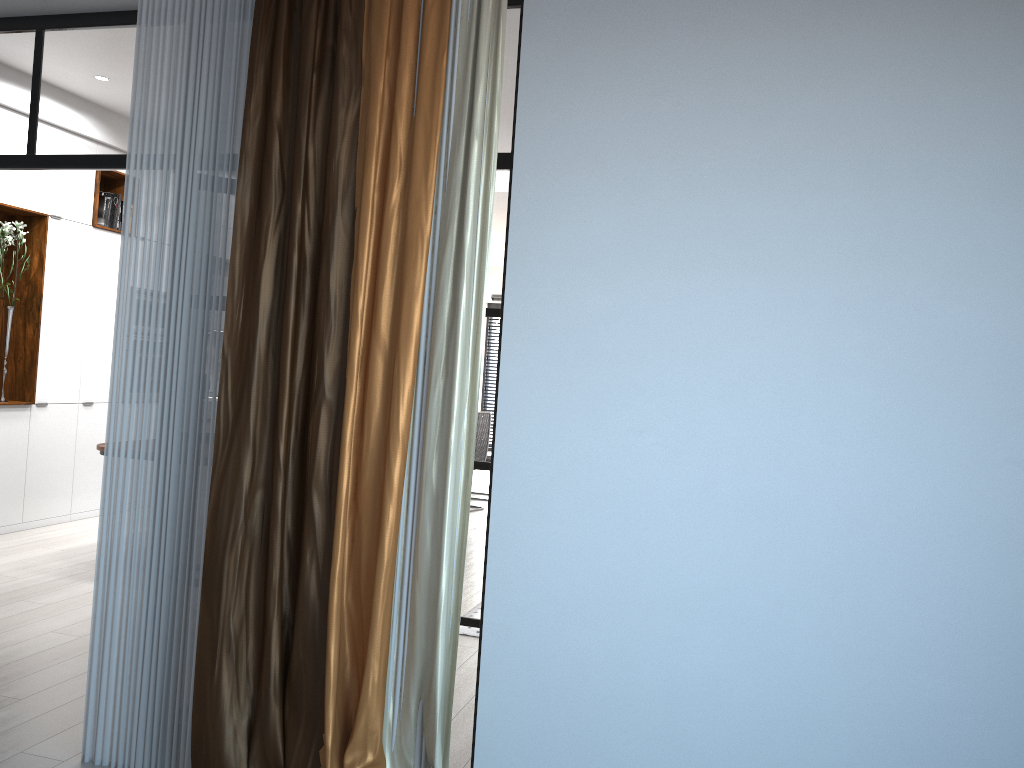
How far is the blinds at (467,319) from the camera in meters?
2.7

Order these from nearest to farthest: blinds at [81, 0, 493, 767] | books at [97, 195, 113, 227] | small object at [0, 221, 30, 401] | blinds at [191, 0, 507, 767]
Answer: blinds at [191, 0, 507, 767] → blinds at [81, 0, 493, 767] → small object at [0, 221, 30, 401] → books at [97, 195, 113, 227]

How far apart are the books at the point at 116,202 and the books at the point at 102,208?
0.1m

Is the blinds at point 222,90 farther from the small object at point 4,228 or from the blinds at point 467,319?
the small object at point 4,228

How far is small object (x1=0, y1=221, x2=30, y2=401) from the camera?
6.3 meters

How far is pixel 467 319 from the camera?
2.7 meters

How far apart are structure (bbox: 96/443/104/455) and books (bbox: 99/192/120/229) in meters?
2.6

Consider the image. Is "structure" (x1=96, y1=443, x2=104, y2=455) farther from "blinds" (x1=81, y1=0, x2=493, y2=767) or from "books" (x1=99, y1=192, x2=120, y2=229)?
"blinds" (x1=81, y1=0, x2=493, y2=767)

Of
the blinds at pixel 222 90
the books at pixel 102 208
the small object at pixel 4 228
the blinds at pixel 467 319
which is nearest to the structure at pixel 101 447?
the small object at pixel 4 228

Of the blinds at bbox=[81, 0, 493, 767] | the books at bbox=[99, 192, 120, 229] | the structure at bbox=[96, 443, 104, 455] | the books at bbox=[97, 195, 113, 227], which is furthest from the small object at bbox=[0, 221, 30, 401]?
the blinds at bbox=[81, 0, 493, 767]
